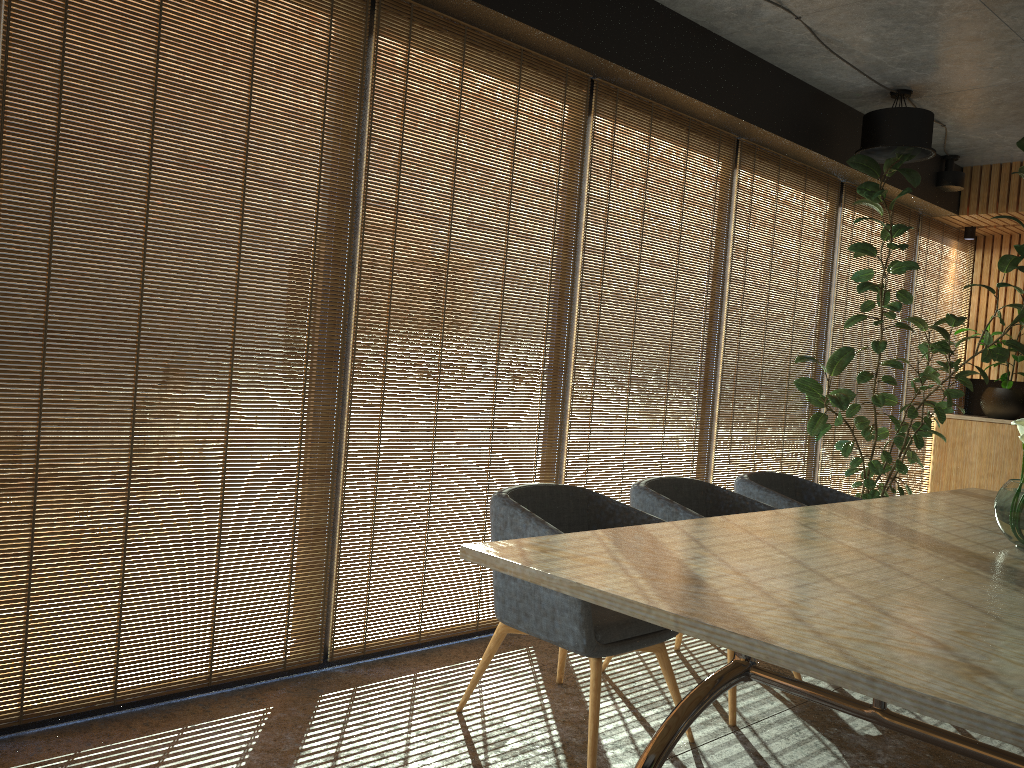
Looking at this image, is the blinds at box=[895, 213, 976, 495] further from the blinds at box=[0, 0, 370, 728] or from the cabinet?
the blinds at box=[0, 0, 370, 728]

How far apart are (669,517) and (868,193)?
3.3m

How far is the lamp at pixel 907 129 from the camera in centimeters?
584cm

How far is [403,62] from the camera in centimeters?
406cm

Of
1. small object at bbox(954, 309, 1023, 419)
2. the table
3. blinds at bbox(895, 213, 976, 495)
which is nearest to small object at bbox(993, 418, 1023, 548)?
the table

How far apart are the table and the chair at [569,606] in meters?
0.4 m

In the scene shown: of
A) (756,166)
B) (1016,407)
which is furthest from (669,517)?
(1016,407)

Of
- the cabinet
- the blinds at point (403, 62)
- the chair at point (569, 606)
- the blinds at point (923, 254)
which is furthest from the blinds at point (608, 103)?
the cabinet

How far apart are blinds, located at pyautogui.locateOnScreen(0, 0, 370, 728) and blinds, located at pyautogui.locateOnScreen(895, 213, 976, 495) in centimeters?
598cm

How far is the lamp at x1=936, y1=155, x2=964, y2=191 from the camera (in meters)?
7.47
